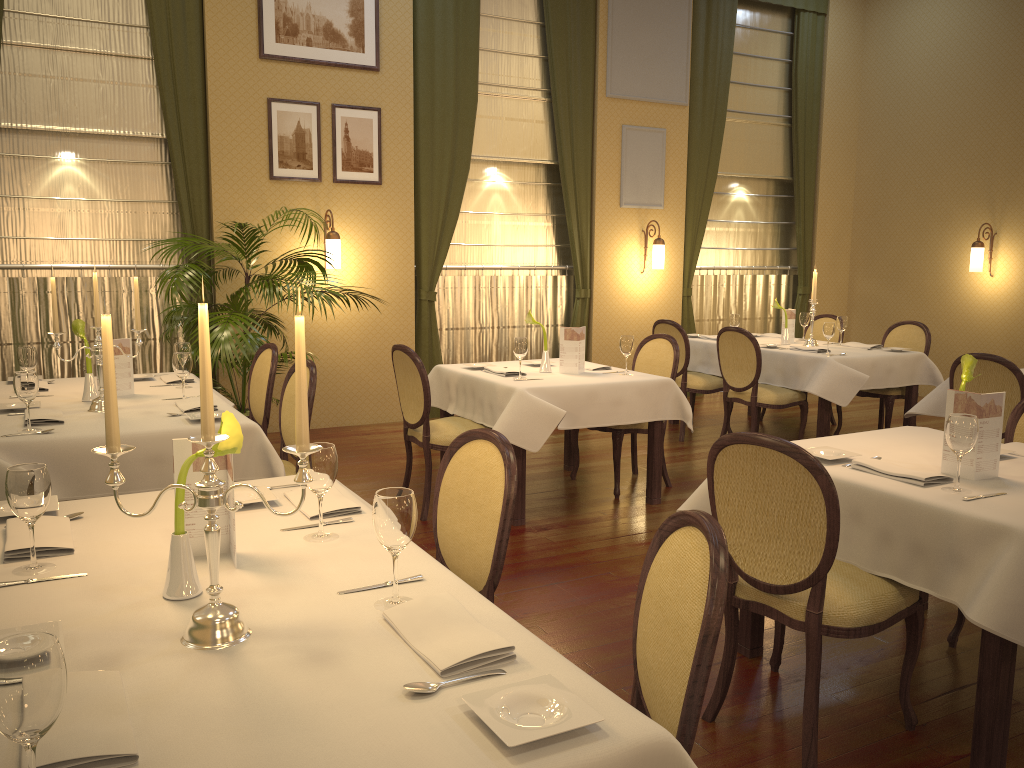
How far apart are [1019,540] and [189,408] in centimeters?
312cm

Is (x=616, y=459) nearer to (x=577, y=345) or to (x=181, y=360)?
(x=577, y=345)

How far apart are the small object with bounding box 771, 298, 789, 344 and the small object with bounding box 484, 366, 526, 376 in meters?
2.9

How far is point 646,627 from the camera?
1.8m

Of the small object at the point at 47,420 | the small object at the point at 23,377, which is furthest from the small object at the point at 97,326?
the small object at the point at 23,377

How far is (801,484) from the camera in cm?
242

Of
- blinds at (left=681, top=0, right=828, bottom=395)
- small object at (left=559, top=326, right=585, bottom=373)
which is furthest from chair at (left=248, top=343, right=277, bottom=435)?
blinds at (left=681, top=0, right=828, bottom=395)

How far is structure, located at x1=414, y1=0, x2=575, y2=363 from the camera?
7.9m

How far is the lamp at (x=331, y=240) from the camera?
6.9 meters

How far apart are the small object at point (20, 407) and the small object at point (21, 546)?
1.8m
